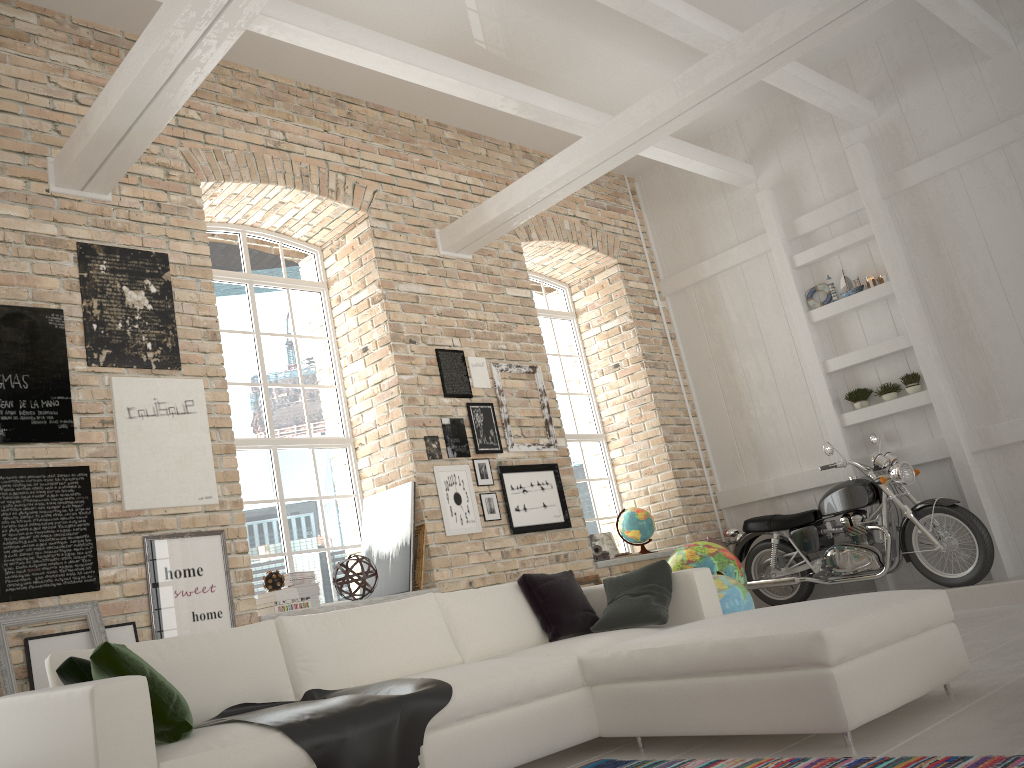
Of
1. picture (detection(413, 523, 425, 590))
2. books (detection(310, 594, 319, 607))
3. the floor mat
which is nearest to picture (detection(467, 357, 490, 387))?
picture (detection(413, 523, 425, 590))

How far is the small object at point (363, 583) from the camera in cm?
568

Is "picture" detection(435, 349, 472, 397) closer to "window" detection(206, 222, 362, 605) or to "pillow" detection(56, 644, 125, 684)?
"window" detection(206, 222, 362, 605)

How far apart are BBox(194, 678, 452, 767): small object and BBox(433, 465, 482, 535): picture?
2.69m

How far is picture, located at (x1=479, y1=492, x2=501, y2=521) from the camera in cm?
659

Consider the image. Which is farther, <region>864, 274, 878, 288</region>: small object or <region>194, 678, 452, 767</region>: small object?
<region>864, 274, 878, 288</region>: small object

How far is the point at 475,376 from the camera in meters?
7.1 m

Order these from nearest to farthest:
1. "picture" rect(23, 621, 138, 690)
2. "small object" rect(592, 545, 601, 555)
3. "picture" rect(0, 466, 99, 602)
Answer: "picture" rect(23, 621, 138, 690)
"picture" rect(0, 466, 99, 602)
"small object" rect(592, 545, 601, 555)

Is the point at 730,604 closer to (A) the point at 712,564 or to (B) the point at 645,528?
(A) the point at 712,564

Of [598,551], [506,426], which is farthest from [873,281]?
[506,426]
